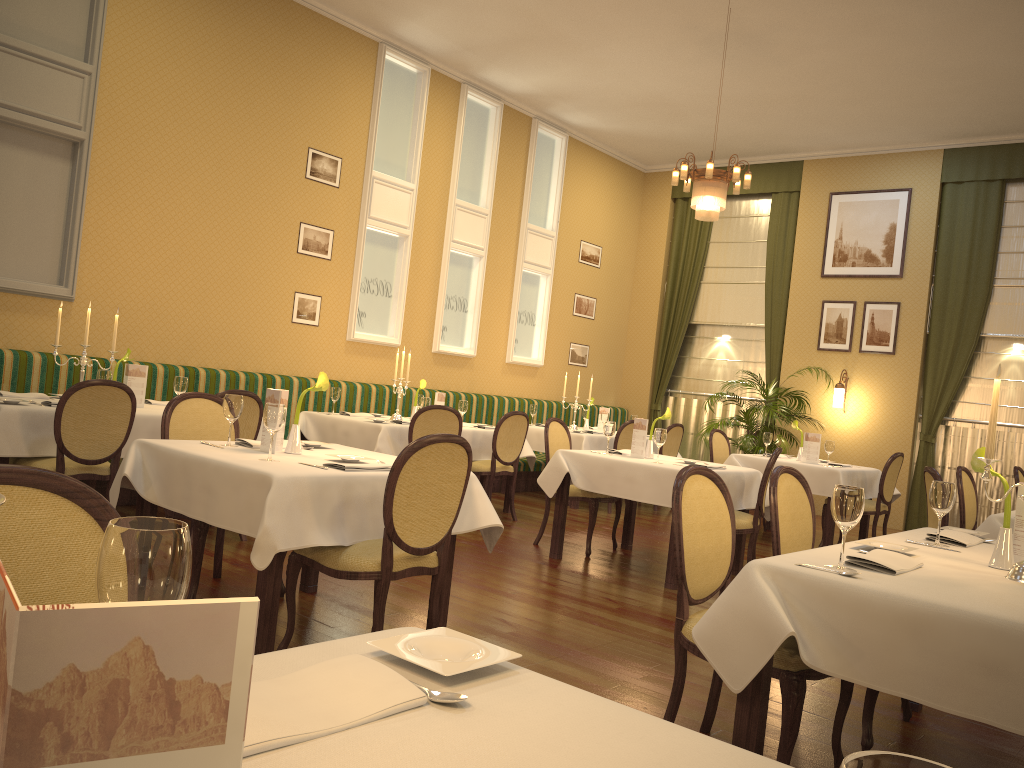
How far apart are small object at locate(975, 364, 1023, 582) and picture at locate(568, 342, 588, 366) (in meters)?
9.20

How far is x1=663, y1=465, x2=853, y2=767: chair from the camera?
2.6 meters

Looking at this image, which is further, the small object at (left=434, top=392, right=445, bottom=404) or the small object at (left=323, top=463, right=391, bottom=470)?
the small object at (left=434, top=392, right=445, bottom=404)

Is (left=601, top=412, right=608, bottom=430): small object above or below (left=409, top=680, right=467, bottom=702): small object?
above

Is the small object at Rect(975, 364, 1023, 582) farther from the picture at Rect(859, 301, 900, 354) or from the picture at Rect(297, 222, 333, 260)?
the picture at Rect(859, 301, 900, 354)

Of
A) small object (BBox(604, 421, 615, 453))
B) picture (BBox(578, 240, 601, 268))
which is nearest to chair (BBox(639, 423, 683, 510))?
picture (BBox(578, 240, 601, 268))

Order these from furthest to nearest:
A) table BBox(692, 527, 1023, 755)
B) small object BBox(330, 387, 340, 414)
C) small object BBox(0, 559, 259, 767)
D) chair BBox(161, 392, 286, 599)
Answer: small object BBox(330, 387, 340, 414) → chair BBox(161, 392, 286, 599) → table BBox(692, 527, 1023, 755) → small object BBox(0, 559, 259, 767)

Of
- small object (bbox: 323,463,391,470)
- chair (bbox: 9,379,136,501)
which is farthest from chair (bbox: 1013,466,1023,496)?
chair (bbox: 9,379,136,501)

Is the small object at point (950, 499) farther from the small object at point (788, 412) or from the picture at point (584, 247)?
the picture at point (584, 247)

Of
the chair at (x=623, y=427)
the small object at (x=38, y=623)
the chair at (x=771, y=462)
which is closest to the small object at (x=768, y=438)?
the chair at (x=623, y=427)
